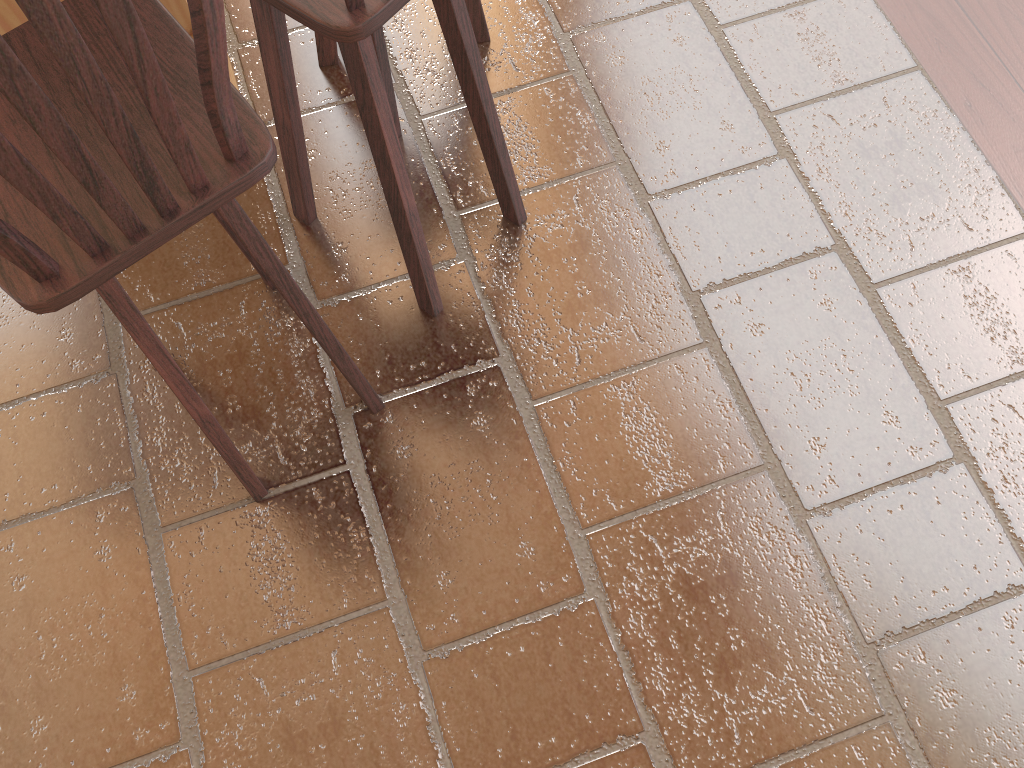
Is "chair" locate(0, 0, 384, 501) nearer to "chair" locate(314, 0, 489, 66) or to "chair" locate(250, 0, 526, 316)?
"chair" locate(250, 0, 526, 316)

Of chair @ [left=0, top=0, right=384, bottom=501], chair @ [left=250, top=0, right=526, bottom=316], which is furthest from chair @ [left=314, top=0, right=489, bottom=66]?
chair @ [left=0, top=0, right=384, bottom=501]

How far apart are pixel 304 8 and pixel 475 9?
1.1 meters

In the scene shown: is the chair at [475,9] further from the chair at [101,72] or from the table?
the chair at [101,72]

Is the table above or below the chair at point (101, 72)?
below

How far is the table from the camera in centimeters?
165cm

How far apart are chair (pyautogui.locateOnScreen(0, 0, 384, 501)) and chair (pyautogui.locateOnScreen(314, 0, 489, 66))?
0.66m

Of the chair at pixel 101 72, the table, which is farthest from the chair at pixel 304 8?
the table

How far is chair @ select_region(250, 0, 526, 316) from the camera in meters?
1.2 m

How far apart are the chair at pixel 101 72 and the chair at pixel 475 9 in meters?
0.7 m
